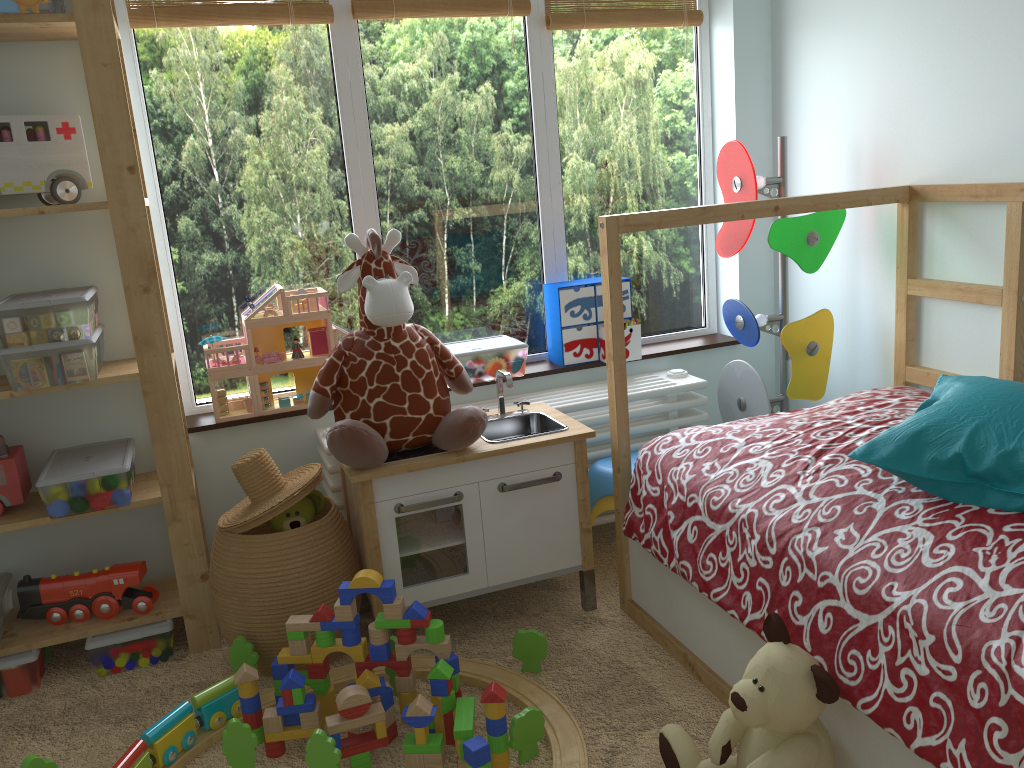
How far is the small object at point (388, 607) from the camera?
1.8 meters

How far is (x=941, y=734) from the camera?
1.2 meters

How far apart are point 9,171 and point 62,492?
0.71m

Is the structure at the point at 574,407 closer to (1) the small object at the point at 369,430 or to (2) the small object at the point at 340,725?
(1) the small object at the point at 369,430

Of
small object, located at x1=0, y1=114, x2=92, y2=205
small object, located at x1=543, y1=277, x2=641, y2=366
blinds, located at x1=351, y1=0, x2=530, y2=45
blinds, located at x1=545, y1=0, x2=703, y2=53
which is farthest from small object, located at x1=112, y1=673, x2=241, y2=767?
blinds, located at x1=545, y1=0, x2=703, y2=53

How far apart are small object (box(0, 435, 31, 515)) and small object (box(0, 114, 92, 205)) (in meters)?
0.57

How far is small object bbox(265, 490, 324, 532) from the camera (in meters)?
2.01

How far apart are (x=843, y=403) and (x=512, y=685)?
1.0m

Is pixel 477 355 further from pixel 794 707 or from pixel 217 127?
pixel 794 707

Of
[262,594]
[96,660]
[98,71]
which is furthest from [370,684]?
[98,71]
